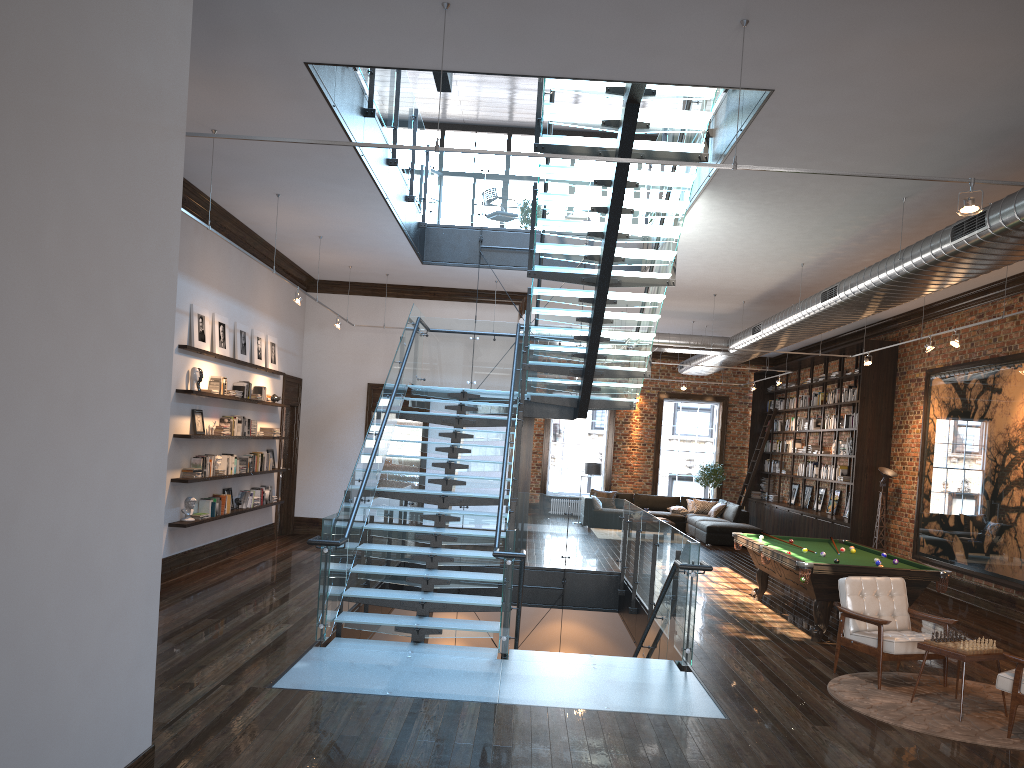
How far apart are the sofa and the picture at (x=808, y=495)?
1.57m

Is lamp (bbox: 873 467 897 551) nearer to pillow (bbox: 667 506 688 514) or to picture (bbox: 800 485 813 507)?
picture (bbox: 800 485 813 507)

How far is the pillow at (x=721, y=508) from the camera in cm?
1996

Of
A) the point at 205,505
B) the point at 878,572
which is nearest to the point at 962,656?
the point at 878,572

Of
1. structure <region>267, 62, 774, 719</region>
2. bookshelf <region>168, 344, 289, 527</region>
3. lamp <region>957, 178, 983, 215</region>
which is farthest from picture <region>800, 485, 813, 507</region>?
lamp <region>957, 178, 983, 215</region>

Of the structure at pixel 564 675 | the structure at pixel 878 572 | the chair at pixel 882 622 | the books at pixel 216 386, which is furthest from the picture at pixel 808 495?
the books at pixel 216 386

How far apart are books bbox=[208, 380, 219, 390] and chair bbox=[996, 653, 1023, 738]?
8.87m

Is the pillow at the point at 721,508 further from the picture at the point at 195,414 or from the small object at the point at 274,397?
the picture at the point at 195,414

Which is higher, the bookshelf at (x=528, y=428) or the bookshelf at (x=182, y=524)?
the bookshelf at (x=528, y=428)

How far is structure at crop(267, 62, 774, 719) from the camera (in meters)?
7.14
